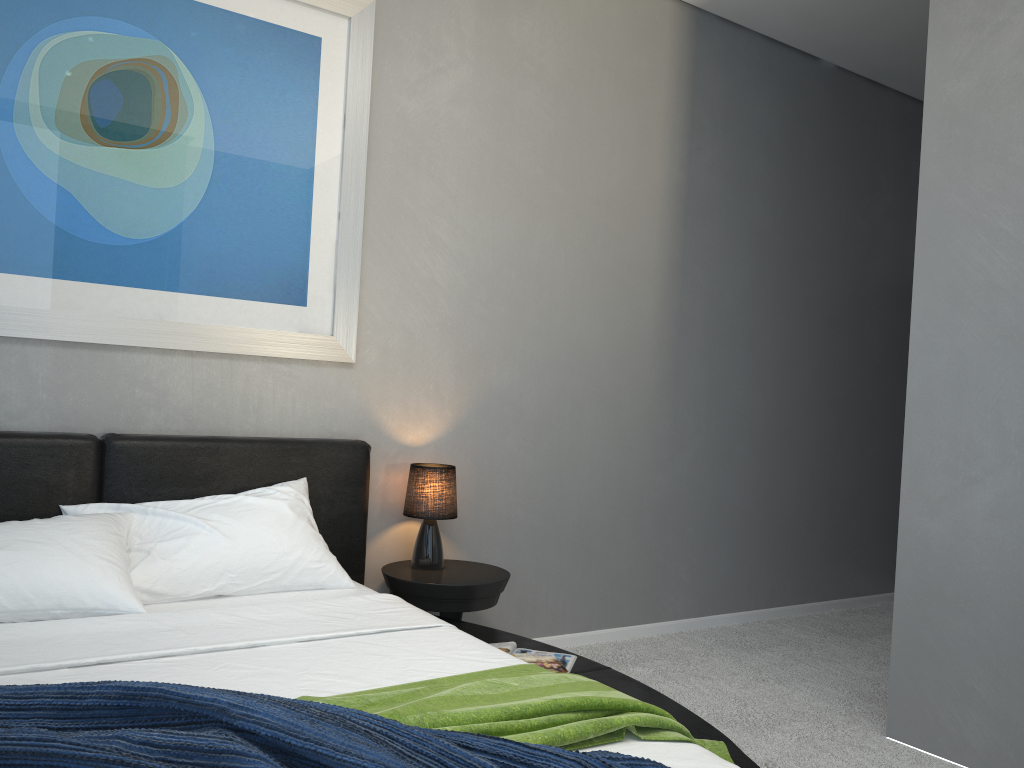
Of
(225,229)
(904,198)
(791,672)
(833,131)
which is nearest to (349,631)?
(225,229)

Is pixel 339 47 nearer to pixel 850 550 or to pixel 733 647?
pixel 733 647

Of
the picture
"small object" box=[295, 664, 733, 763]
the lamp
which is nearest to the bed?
"small object" box=[295, 664, 733, 763]

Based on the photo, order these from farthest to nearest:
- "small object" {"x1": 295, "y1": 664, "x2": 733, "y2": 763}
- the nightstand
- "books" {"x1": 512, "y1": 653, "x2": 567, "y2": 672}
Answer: the nightstand → "books" {"x1": 512, "y1": 653, "x2": 567, "y2": 672} → "small object" {"x1": 295, "y1": 664, "x2": 733, "y2": 763}

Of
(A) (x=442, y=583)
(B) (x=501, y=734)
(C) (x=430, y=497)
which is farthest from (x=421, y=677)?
(C) (x=430, y=497)

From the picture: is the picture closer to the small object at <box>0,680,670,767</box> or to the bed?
the bed

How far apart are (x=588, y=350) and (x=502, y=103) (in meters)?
1.15

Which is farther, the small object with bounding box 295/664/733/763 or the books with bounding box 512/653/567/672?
the books with bounding box 512/653/567/672

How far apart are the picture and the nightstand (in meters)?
0.81

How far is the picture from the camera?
2.80m
